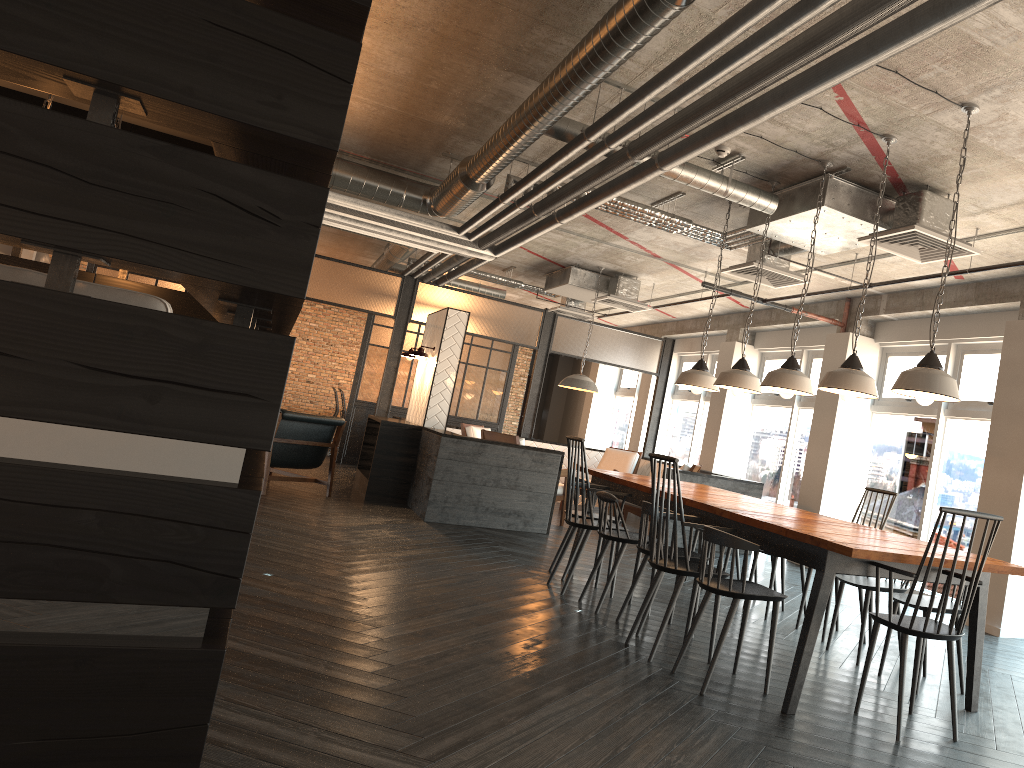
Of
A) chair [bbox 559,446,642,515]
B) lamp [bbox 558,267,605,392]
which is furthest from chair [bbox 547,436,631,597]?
chair [bbox 559,446,642,515]

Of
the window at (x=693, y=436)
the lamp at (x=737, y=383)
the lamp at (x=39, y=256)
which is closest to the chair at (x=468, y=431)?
the window at (x=693, y=436)

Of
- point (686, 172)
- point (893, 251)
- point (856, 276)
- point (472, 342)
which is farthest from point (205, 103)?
point (472, 342)

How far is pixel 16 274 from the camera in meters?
2.5 m

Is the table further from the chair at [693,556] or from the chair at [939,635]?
the chair at [693,556]

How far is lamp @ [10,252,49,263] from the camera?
12.8m

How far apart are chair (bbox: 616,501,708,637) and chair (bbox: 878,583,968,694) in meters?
1.0 m

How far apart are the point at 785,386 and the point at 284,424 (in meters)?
5.38

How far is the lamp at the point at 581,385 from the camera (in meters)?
10.28

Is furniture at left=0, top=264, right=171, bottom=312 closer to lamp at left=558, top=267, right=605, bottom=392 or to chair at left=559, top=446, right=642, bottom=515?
lamp at left=558, top=267, right=605, bottom=392
